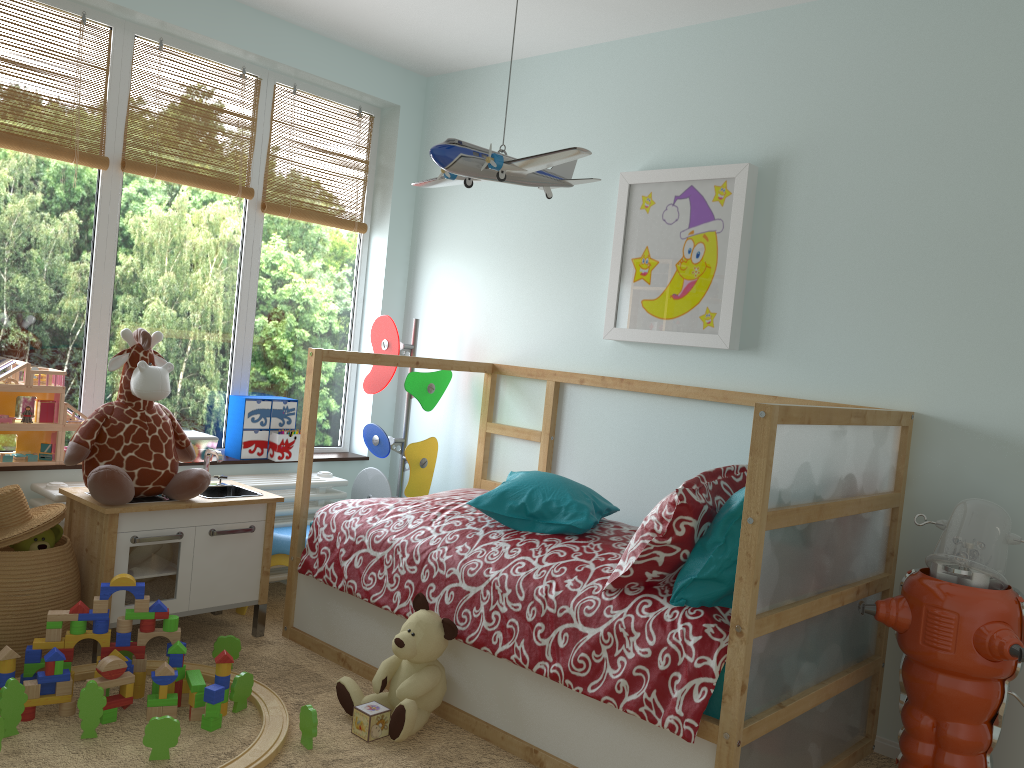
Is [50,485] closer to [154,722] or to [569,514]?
[154,722]

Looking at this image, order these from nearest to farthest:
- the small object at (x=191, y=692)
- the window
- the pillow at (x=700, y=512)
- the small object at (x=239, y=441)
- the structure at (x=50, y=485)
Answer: the pillow at (x=700, y=512), the small object at (x=191, y=692), the structure at (x=50, y=485), the window, the small object at (x=239, y=441)

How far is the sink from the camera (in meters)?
3.00

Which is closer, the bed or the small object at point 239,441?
the bed

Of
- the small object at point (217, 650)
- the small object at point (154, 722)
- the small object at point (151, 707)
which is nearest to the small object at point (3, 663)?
the small object at point (151, 707)

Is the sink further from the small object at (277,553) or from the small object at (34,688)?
the small object at (34,688)

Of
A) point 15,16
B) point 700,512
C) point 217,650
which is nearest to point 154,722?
point 217,650

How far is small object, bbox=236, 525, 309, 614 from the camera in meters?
3.1 m

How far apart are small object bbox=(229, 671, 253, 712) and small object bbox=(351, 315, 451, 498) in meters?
1.2 m

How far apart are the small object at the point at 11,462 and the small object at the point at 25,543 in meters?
0.4 m
